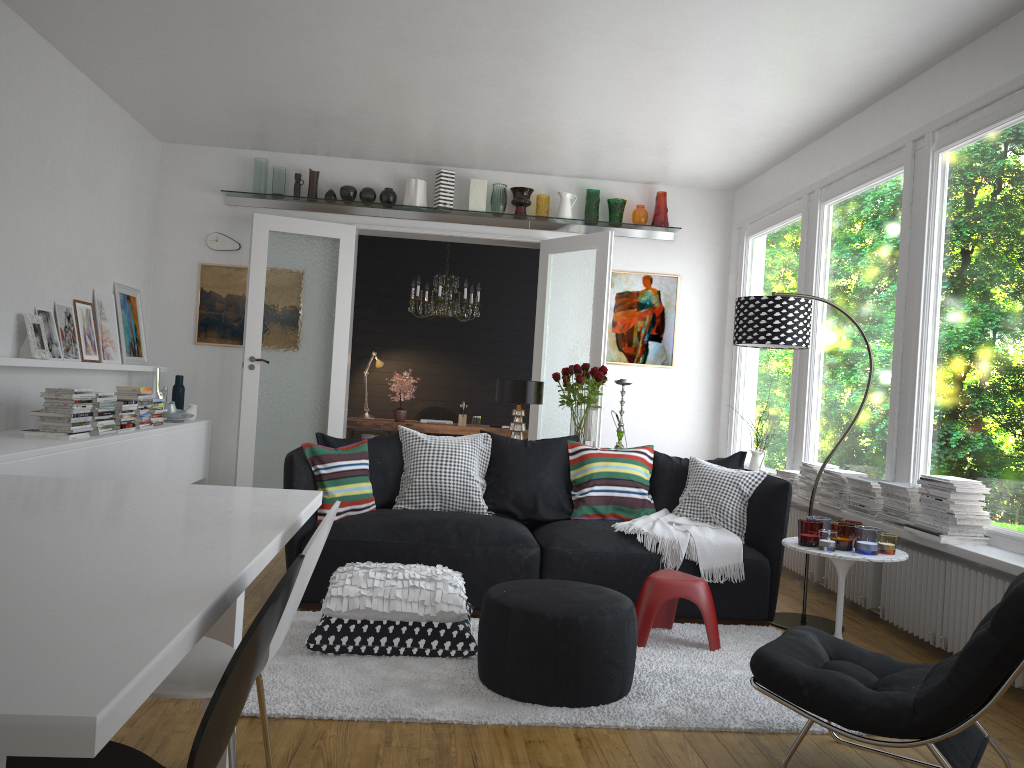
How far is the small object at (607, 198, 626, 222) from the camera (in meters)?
7.81

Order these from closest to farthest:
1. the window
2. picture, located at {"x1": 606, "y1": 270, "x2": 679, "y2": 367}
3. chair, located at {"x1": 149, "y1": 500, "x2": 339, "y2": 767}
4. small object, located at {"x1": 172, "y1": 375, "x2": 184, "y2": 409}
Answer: chair, located at {"x1": 149, "y1": 500, "x2": 339, "y2": 767}, the window, small object, located at {"x1": 172, "y1": 375, "x2": 184, "y2": 409}, picture, located at {"x1": 606, "y1": 270, "x2": 679, "y2": 367}

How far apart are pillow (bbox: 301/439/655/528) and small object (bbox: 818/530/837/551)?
1.13m

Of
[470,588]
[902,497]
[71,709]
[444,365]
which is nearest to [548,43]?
[470,588]

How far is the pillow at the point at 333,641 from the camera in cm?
362

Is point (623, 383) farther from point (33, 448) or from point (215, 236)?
point (215, 236)

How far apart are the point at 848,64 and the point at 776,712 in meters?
3.6 m

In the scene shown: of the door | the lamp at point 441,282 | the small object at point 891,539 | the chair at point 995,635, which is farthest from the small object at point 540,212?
the chair at point 995,635

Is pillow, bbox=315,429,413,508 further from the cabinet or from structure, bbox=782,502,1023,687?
structure, bbox=782,502,1023,687

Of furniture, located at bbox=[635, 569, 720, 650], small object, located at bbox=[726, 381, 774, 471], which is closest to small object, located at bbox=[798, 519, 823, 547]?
furniture, located at bbox=[635, 569, 720, 650]
